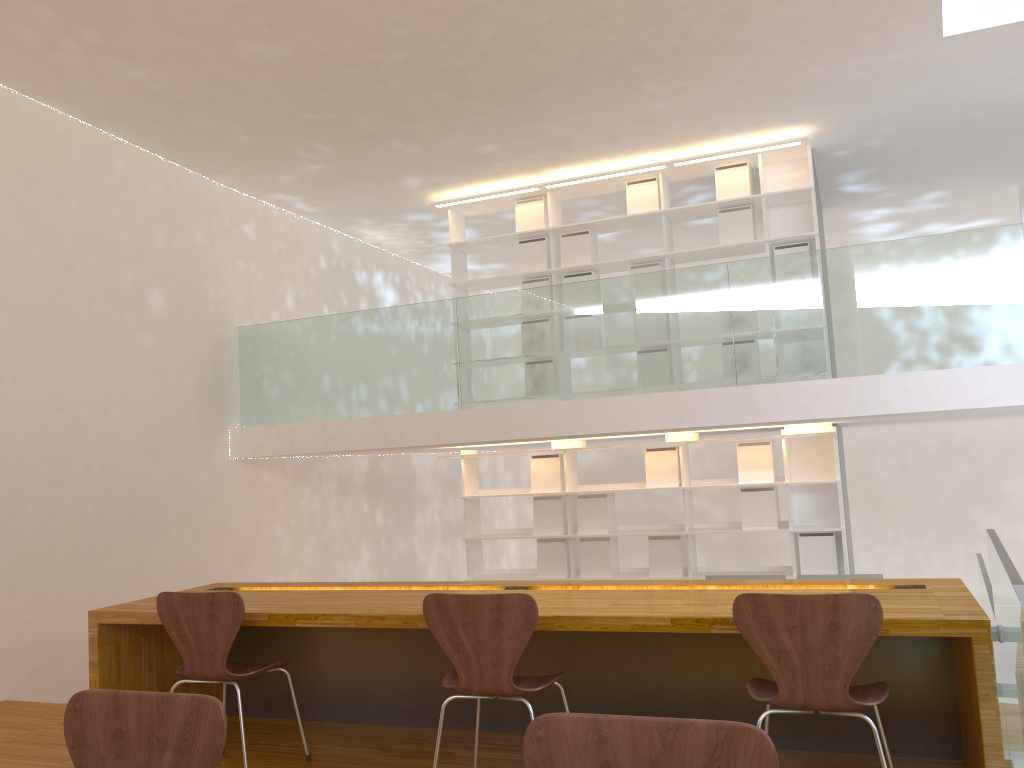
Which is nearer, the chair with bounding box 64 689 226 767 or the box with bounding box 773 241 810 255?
the chair with bounding box 64 689 226 767

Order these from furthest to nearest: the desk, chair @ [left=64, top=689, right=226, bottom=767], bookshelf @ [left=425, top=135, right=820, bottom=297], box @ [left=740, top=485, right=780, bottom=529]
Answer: bookshelf @ [left=425, top=135, right=820, bottom=297] → box @ [left=740, top=485, right=780, bottom=529] → the desk → chair @ [left=64, top=689, right=226, bottom=767]

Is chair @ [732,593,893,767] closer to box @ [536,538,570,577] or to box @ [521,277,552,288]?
box @ [536,538,570,577]

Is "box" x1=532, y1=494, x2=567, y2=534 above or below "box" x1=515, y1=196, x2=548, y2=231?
below

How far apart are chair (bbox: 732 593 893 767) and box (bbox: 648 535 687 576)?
3.89m

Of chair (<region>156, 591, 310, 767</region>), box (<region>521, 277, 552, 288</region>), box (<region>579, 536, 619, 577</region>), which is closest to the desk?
chair (<region>156, 591, 310, 767</region>)

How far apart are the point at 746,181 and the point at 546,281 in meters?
1.7 m

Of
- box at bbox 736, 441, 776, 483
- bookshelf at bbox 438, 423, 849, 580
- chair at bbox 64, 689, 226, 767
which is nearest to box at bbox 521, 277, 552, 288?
bookshelf at bbox 438, 423, 849, 580

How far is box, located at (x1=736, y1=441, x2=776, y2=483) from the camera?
6.34m

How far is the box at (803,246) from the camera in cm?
636
